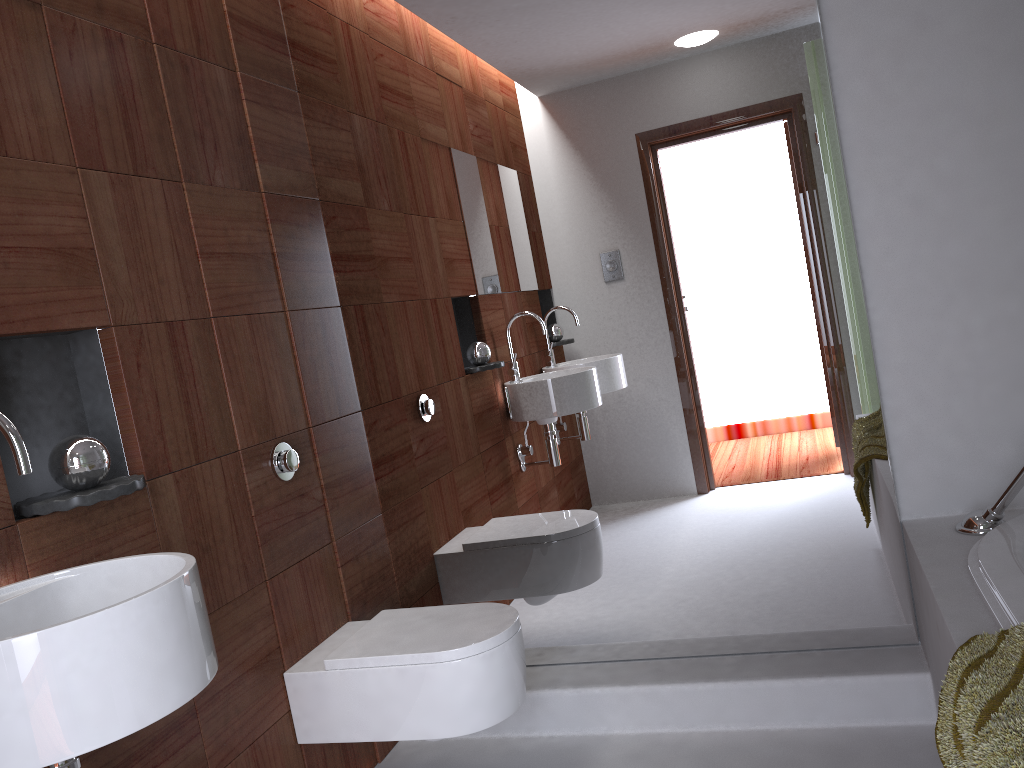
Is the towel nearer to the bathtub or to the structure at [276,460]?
the bathtub

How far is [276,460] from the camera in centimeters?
221cm

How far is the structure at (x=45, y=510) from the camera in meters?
1.5

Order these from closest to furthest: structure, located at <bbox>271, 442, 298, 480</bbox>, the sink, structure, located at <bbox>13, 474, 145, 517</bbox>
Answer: the sink → structure, located at <bbox>13, 474, 145, 517</bbox> → structure, located at <bbox>271, 442, 298, 480</bbox>

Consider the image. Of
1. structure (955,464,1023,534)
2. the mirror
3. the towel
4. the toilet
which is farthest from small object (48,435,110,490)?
structure (955,464,1023,534)

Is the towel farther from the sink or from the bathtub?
the sink

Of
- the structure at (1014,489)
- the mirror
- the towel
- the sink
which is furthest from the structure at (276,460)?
the structure at (1014,489)

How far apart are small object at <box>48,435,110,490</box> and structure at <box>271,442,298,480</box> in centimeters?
59cm

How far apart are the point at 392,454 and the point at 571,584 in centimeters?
65cm

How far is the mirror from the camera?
2.25m
